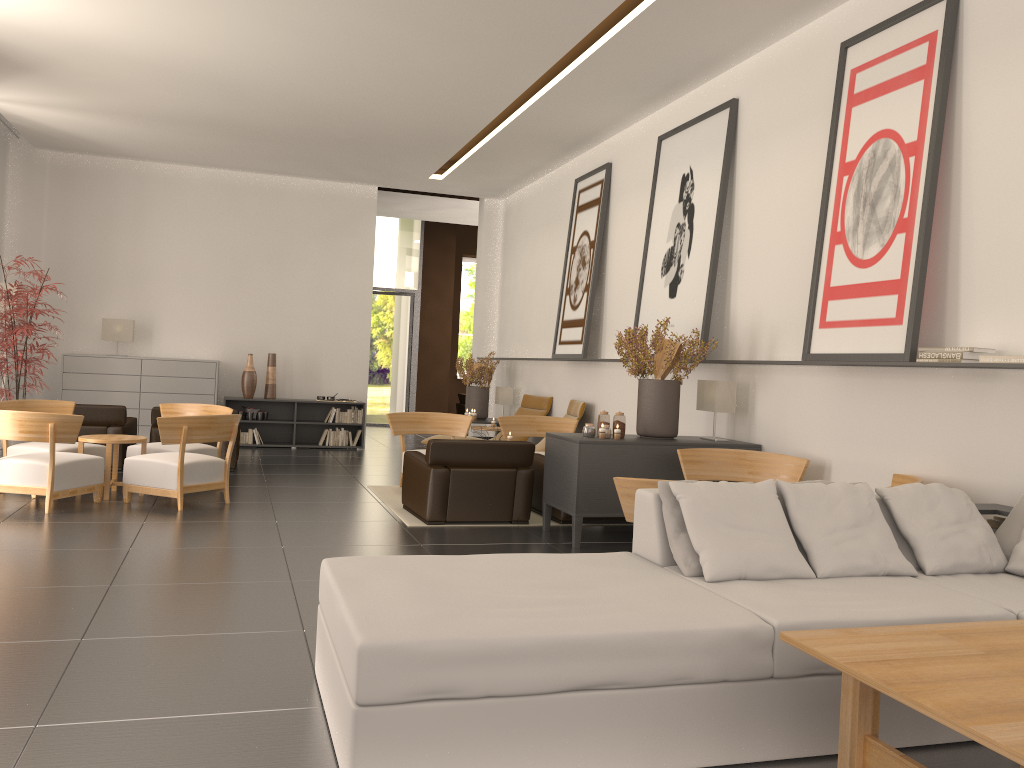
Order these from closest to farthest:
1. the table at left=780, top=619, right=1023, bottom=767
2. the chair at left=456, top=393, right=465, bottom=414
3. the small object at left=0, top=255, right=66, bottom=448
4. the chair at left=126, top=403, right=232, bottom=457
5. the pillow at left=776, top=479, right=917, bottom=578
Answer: the table at left=780, top=619, right=1023, bottom=767 → the pillow at left=776, top=479, right=917, bottom=578 → the chair at left=126, top=403, right=232, bottom=457 → the small object at left=0, top=255, right=66, bottom=448 → the chair at left=456, top=393, right=465, bottom=414

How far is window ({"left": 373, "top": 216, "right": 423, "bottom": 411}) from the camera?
27.61m

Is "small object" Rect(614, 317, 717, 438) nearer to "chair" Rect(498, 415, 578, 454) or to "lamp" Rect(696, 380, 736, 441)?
"lamp" Rect(696, 380, 736, 441)

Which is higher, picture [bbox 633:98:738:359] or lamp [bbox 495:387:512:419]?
picture [bbox 633:98:738:359]

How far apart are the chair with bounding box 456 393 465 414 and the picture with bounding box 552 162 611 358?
13.0 meters

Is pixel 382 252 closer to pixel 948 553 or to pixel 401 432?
pixel 401 432

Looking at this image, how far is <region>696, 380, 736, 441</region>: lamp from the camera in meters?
11.0

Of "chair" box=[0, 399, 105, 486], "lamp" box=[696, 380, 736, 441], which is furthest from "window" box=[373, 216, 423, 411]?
"lamp" box=[696, 380, 736, 441]

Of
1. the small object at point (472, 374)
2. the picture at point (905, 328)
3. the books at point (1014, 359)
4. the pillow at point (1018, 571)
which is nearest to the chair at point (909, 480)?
the picture at point (905, 328)

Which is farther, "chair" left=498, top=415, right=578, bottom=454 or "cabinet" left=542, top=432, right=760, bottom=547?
"chair" left=498, top=415, right=578, bottom=454
